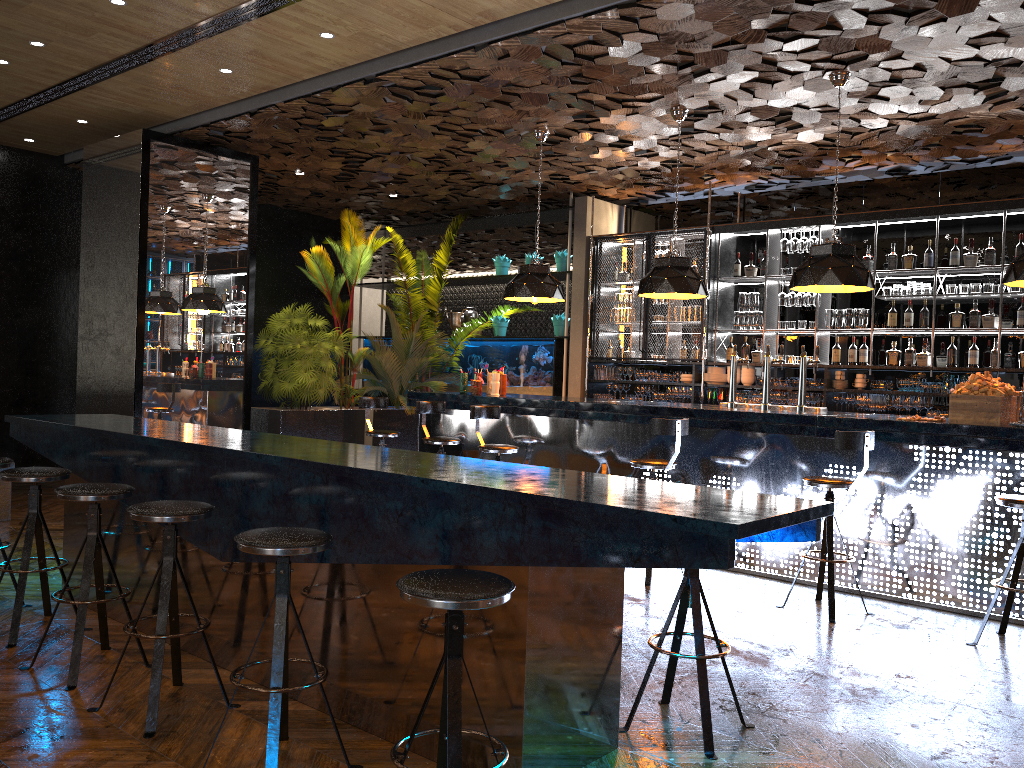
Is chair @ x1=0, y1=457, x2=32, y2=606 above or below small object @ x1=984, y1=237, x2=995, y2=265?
below

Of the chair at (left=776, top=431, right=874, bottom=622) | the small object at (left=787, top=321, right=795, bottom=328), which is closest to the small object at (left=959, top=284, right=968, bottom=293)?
the small object at (left=787, top=321, right=795, bottom=328)

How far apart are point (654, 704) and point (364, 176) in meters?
8.1

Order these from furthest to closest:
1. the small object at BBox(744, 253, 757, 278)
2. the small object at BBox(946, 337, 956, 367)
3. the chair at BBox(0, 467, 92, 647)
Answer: the small object at BBox(744, 253, 757, 278) < the small object at BBox(946, 337, 956, 367) < the chair at BBox(0, 467, 92, 647)

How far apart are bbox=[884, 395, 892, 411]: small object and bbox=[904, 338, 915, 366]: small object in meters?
0.4 m

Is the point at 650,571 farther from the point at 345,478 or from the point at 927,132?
the point at 927,132

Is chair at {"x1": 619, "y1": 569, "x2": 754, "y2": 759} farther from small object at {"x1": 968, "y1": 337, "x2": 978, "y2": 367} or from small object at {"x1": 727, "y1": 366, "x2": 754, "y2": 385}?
small object at {"x1": 727, "y1": 366, "x2": 754, "y2": 385}

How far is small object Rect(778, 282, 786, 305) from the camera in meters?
9.4 m

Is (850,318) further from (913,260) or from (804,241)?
(804,241)

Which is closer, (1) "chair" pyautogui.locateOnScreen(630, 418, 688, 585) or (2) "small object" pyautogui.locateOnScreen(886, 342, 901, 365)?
(1) "chair" pyautogui.locateOnScreen(630, 418, 688, 585)
